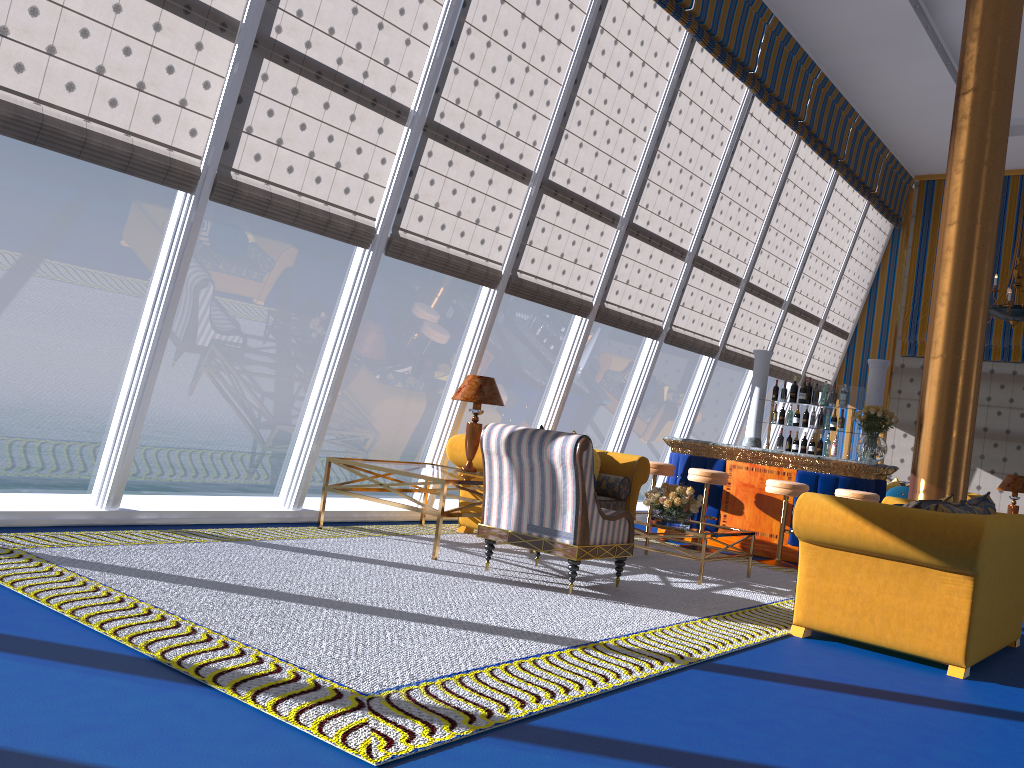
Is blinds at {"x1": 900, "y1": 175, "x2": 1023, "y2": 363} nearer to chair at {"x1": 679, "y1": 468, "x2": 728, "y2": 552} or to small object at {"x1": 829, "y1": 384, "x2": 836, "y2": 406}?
small object at {"x1": 829, "y1": 384, "x2": 836, "y2": 406}

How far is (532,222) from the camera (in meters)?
8.07

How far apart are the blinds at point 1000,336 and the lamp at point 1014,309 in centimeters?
309cm

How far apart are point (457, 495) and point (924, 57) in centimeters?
2086cm

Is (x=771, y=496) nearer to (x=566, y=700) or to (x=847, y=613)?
(x=847, y=613)

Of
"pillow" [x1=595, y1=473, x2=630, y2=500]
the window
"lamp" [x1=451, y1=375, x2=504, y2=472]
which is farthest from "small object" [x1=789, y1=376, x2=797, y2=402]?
"lamp" [x1=451, y1=375, x2=504, y2=472]

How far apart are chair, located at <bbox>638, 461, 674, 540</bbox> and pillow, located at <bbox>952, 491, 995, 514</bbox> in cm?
361

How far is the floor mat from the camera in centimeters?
303cm

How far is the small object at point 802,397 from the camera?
9.8m

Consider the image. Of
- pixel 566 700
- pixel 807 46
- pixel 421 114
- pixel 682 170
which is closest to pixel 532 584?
pixel 566 700
